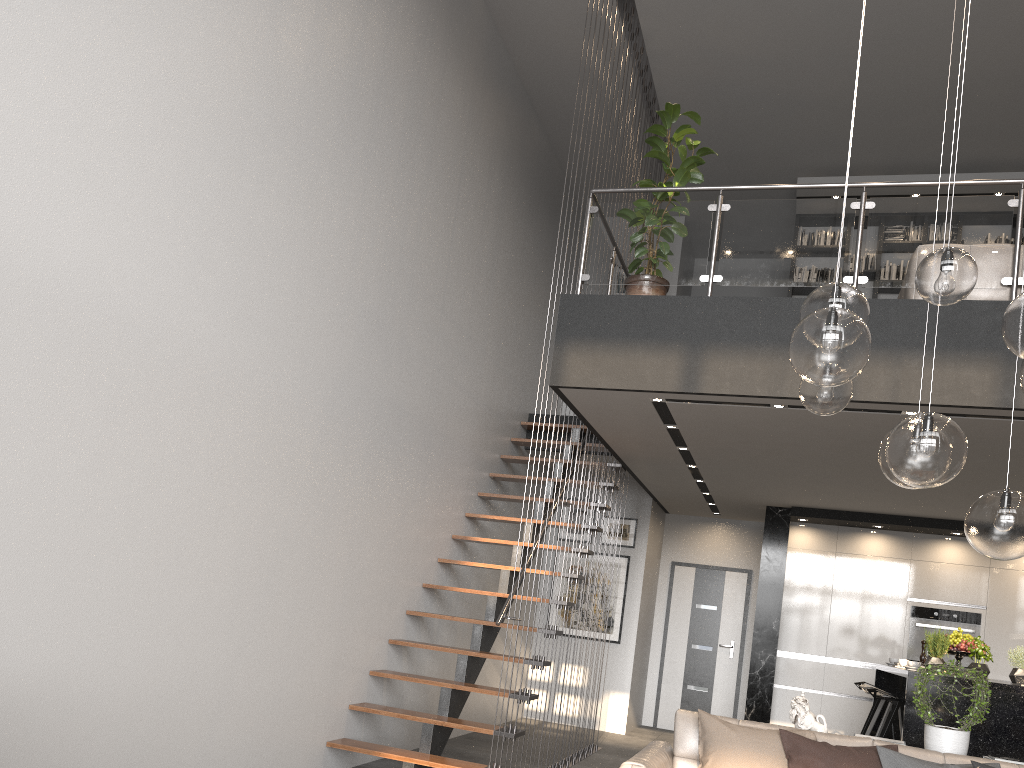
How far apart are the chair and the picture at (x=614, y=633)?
2.7m

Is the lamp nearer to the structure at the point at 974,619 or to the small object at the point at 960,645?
the small object at the point at 960,645

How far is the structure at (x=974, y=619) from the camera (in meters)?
8.69

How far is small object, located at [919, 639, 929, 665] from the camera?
7.7 meters

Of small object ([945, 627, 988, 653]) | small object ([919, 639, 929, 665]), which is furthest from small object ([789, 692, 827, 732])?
small object ([919, 639, 929, 665])

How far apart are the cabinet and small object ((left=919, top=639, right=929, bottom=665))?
0.30m

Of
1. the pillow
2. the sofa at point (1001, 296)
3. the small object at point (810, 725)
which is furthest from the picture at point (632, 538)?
the pillow

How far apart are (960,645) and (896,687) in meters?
1.9 m

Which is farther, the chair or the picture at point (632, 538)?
the picture at point (632, 538)

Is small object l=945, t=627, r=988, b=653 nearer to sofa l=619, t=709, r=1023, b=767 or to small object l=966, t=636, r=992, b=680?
small object l=966, t=636, r=992, b=680
